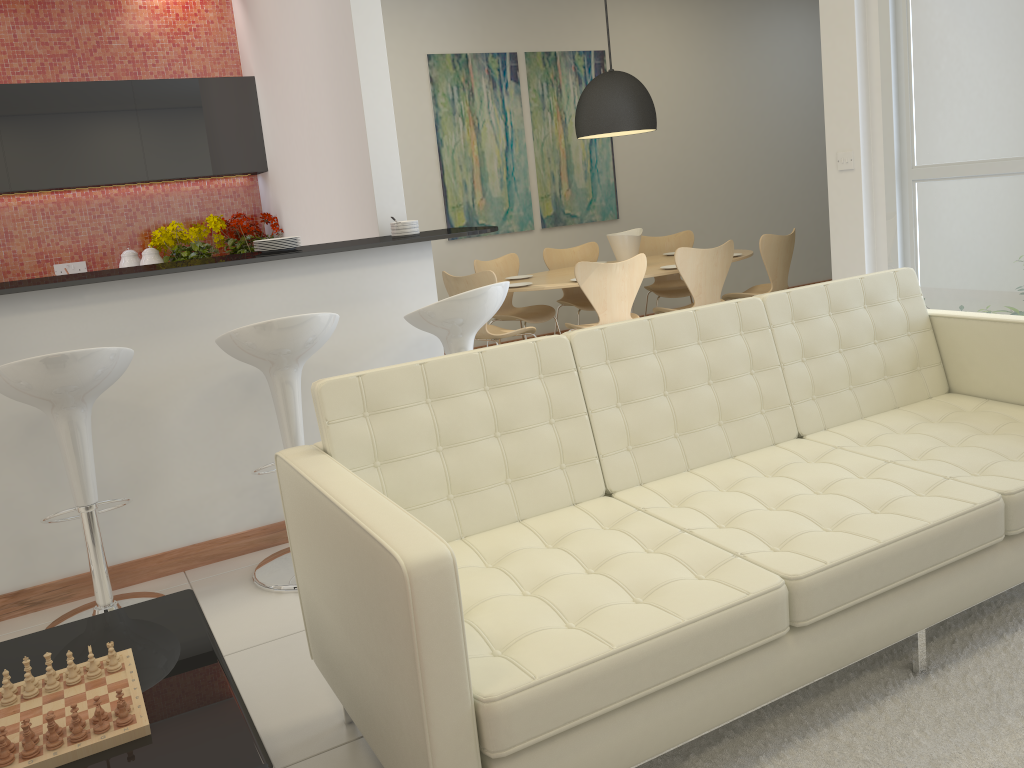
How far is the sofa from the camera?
1.8 meters

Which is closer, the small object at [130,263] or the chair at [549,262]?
the small object at [130,263]

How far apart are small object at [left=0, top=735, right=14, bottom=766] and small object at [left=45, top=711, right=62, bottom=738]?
0.09m

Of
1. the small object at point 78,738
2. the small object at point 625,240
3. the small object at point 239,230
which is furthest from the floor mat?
the small object at point 239,230

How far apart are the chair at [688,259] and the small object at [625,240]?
0.5m

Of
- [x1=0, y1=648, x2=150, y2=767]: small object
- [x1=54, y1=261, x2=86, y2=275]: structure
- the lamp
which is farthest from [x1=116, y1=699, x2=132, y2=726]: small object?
the lamp

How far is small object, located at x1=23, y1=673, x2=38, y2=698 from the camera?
1.8m

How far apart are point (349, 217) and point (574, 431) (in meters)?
2.66

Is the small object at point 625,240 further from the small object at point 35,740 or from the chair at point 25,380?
the small object at point 35,740

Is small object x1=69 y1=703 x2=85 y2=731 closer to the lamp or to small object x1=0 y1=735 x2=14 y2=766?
small object x1=0 y1=735 x2=14 y2=766
